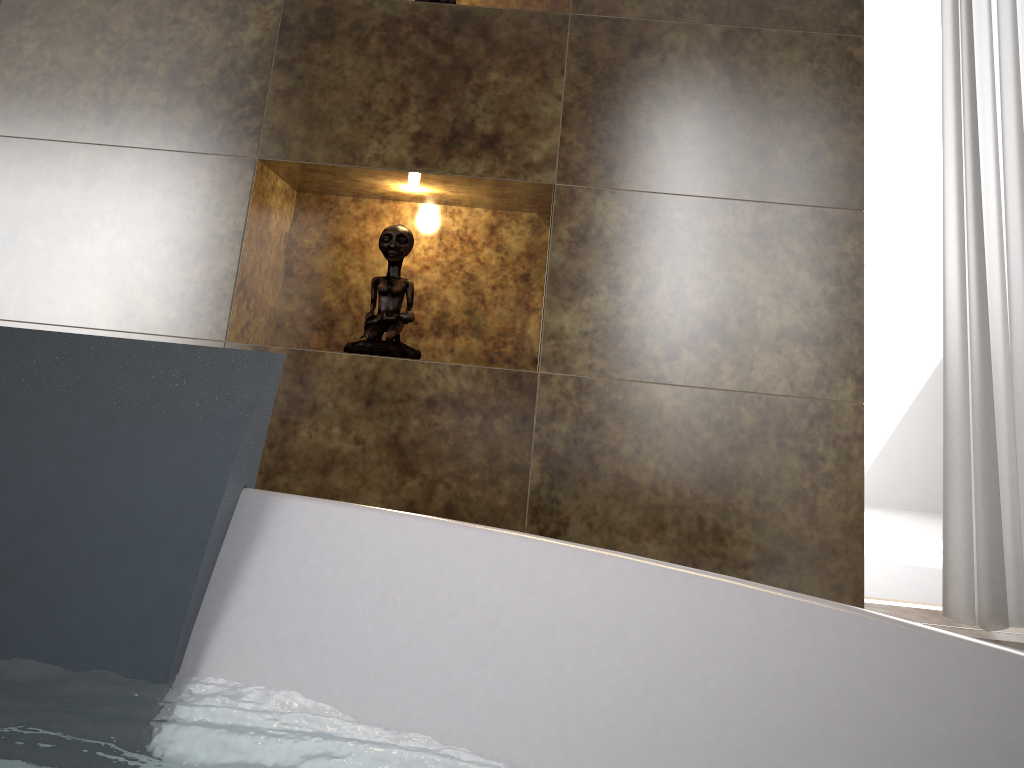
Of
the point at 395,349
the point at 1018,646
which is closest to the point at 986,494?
the point at 1018,646

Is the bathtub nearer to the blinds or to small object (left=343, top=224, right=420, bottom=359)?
small object (left=343, top=224, right=420, bottom=359)

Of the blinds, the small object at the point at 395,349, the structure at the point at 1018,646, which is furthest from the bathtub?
the blinds

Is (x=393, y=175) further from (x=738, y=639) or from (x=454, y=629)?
(x=738, y=639)

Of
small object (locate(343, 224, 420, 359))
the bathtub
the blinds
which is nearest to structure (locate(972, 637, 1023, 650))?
the bathtub

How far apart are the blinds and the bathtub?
1.1m

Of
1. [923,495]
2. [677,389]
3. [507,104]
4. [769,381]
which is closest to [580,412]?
[677,389]

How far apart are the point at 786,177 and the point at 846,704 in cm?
128

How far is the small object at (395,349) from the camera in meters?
1.6

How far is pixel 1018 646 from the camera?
0.9m
